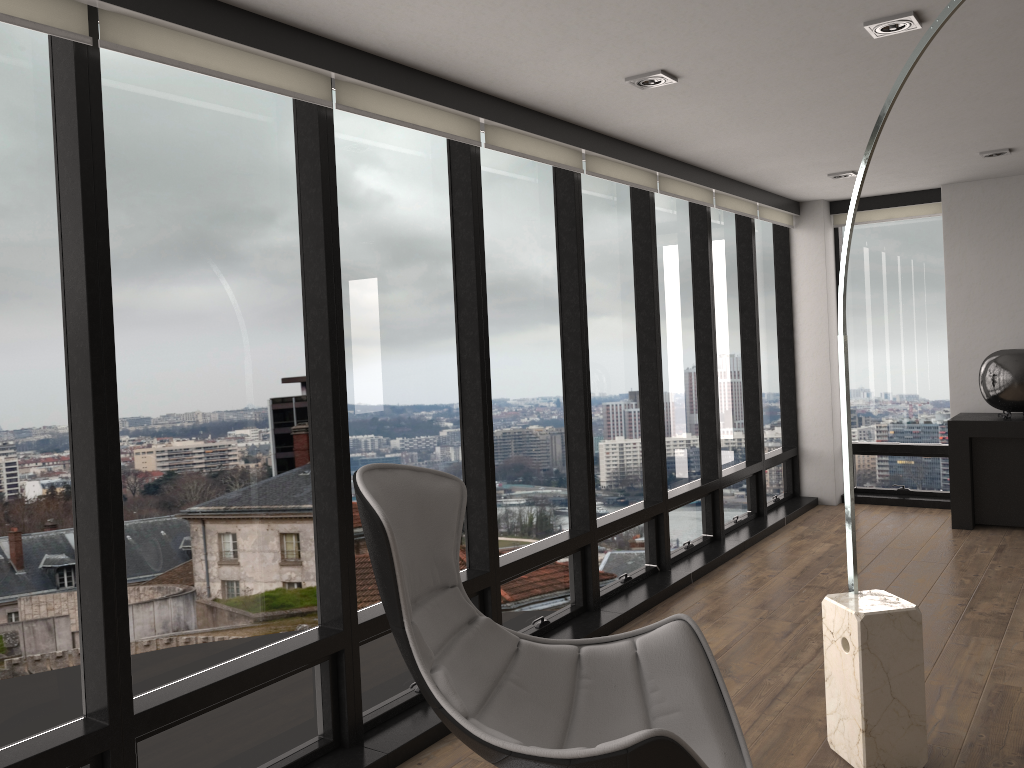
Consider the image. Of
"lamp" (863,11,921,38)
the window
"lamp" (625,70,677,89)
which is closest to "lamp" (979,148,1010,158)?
the window

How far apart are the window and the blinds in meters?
0.0

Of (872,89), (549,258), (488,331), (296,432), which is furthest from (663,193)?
(296,432)

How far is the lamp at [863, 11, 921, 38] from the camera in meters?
2.9 m

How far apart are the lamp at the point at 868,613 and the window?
1.35m

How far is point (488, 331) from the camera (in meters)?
3.75

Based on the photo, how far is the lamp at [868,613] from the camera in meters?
2.8 m

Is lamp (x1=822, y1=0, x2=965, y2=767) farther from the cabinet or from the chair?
the cabinet

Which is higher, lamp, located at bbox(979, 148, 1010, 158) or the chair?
lamp, located at bbox(979, 148, 1010, 158)

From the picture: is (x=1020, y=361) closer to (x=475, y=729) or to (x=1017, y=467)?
(x=1017, y=467)
